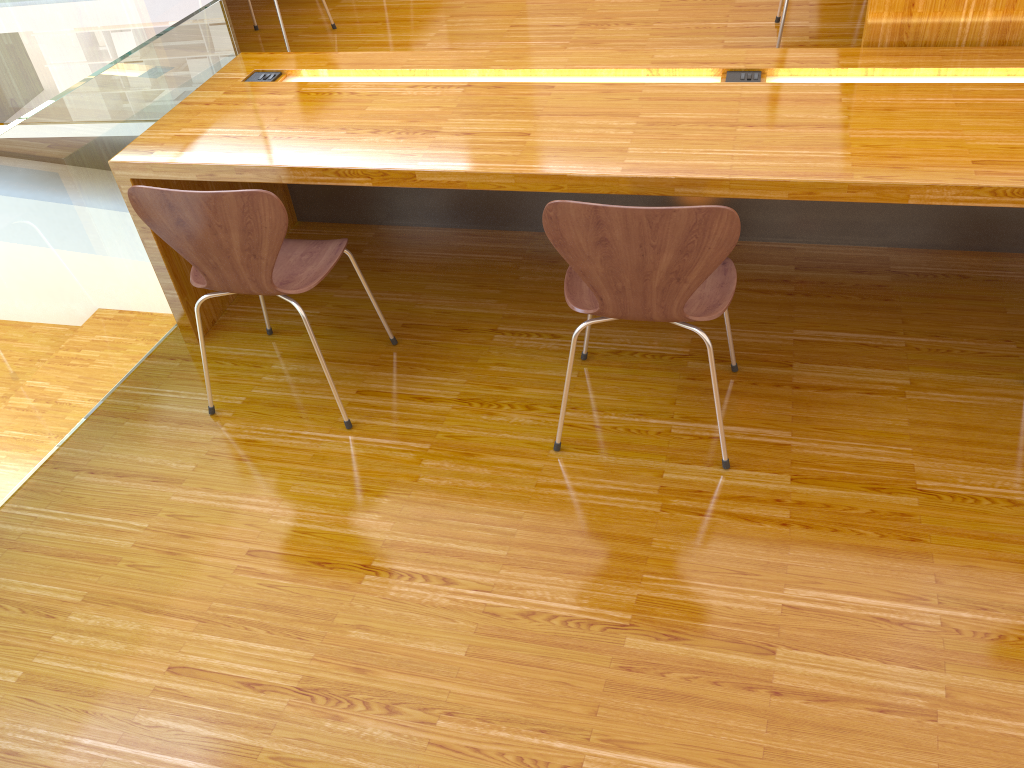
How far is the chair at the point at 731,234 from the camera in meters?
1.7

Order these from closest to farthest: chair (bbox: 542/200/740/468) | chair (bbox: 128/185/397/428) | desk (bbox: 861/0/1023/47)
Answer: chair (bbox: 542/200/740/468) < chair (bbox: 128/185/397/428) < desk (bbox: 861/0/1023/47)

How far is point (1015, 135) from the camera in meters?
2.0

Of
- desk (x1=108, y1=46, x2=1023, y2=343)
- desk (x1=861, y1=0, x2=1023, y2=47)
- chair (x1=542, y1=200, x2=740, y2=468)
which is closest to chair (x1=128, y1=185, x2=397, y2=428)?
desk (x1=108, y1=46, x2=1023, y2=343)

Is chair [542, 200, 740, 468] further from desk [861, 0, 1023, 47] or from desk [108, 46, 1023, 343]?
desk [861, 0, 1023, 47]

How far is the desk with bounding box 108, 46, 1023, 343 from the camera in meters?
2.0

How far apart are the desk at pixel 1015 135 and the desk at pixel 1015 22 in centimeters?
4cm

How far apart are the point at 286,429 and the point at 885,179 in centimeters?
158cm

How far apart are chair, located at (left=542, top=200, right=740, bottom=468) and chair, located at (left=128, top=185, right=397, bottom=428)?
0.6m

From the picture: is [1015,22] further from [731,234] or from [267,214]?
[267,214]
